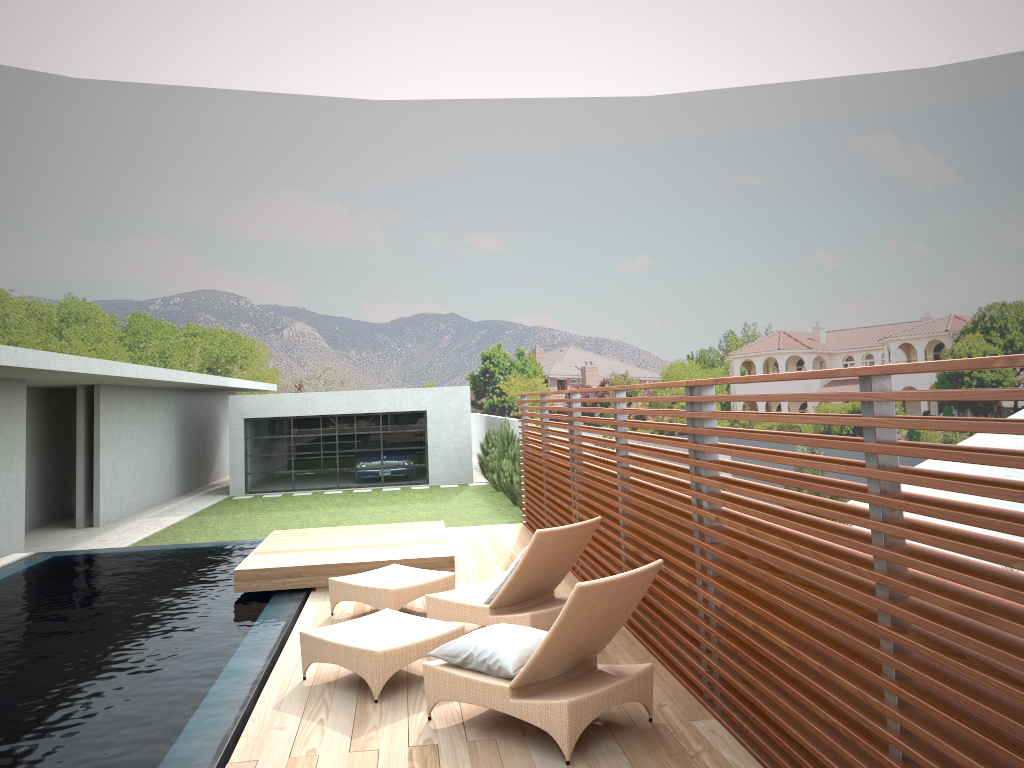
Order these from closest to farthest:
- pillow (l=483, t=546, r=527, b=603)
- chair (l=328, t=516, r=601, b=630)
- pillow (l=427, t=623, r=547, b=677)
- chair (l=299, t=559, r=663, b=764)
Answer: chair (l=299, t=559, r=663, b=764) < pillow (l=427, t=623, r=547, b=677) < chair (l=328, t=516, r=601, b=630) < pillow (l=483, t=546, r=527, b=603)

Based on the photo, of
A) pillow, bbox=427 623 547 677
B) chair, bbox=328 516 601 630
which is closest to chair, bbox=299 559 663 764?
pillow, bbox=427 623 547 677

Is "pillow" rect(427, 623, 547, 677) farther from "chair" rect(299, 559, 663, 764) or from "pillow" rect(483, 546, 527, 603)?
"pillow" rect(483, 546, 527, 603)

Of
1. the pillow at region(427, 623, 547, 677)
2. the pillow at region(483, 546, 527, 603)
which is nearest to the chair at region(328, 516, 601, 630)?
the pillow at region(483, 546, 527, 603)

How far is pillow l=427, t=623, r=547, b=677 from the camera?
4.6 meters

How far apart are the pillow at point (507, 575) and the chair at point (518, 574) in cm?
7

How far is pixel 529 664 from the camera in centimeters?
433cm

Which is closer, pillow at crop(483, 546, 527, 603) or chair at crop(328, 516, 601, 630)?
chair at crop(328, 516, 601, 630)

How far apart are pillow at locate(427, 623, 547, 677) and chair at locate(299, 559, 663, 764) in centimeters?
3cm

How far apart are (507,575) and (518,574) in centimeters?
17cm
